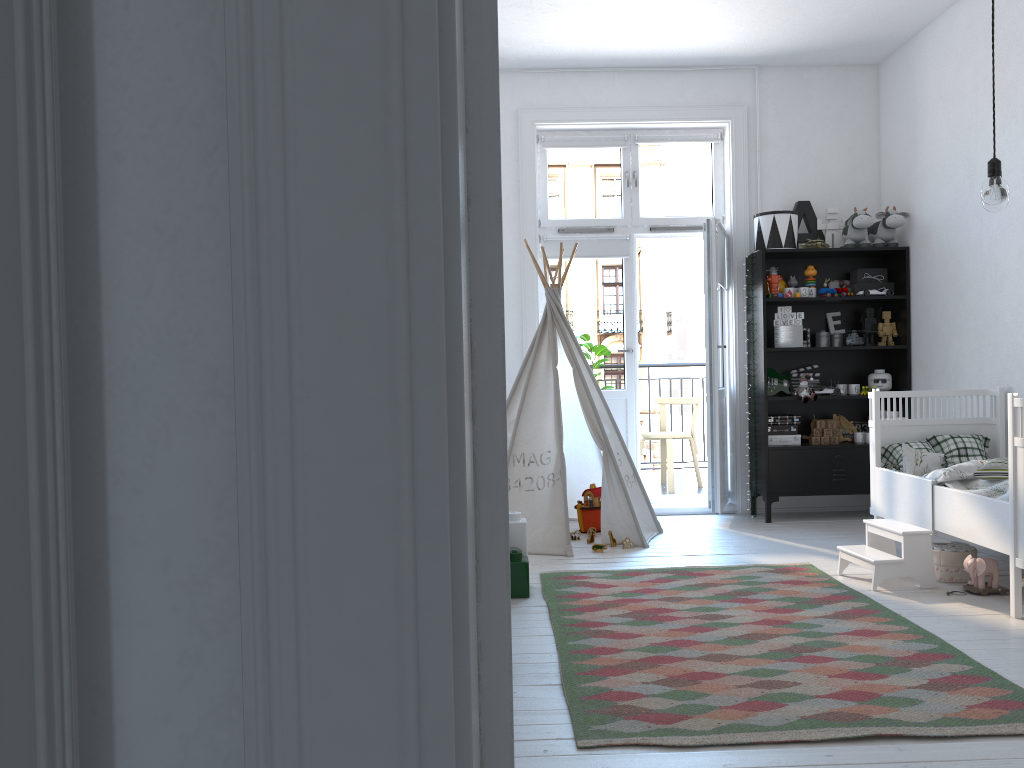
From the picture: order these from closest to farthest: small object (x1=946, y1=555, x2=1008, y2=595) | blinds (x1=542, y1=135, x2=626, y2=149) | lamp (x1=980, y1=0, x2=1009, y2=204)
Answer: lamp (x1=980, y1=0, x2=1009, y2=204) → small object (x1=946, y1=555, x2=1008, y2=595) → blinds (x1=542, y1=135, x2=626, y2=149)

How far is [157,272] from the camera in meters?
0.5

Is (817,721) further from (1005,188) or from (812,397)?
(812,397)

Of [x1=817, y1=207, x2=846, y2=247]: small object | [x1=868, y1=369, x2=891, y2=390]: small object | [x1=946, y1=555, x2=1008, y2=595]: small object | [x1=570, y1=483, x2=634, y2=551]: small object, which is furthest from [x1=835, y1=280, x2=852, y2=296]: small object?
[x1=946, y1=555, x2=1008, y2=595]: small object

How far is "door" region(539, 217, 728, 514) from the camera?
5.4m

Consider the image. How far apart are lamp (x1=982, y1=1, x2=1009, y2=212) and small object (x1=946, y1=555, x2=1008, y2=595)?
1.63m

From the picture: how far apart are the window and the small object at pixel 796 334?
0.9 meters

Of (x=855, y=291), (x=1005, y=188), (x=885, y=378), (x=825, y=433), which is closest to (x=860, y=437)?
(x=825, y=433)

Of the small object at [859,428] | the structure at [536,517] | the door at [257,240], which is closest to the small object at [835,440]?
the small object at [859,428]

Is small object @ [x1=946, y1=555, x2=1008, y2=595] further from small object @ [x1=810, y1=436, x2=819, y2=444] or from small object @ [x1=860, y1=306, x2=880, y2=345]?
small object @ [x1=860, y1=306, x2=880, y2=345]
